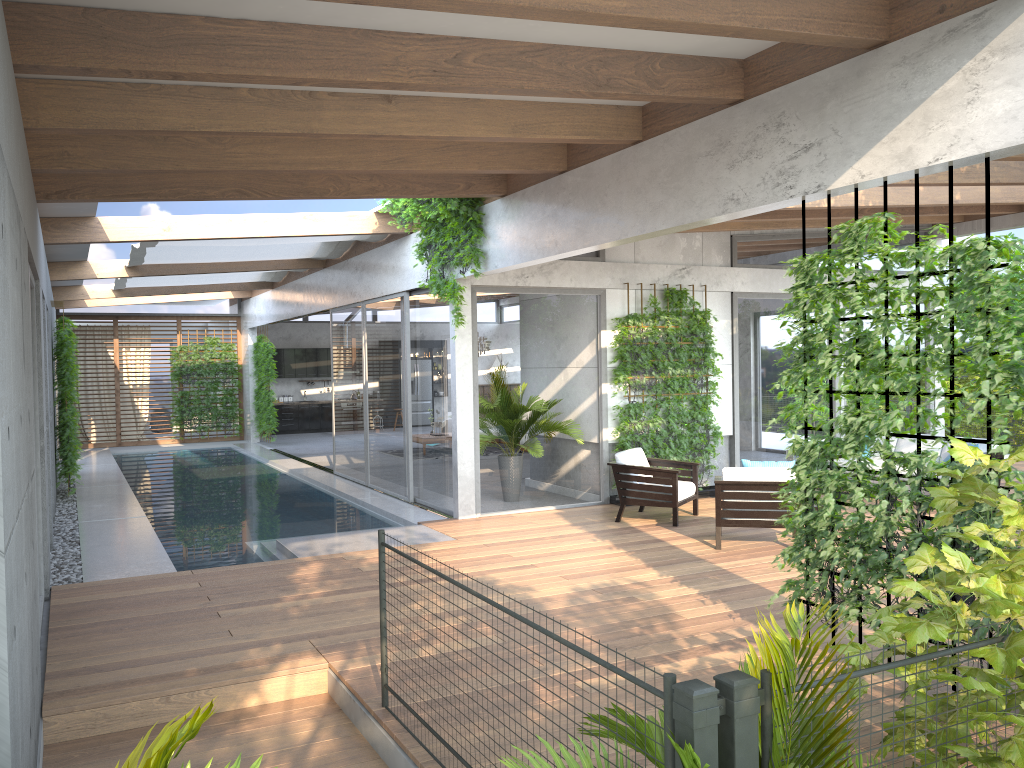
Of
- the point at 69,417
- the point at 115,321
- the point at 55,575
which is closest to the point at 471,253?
the point at 55,575

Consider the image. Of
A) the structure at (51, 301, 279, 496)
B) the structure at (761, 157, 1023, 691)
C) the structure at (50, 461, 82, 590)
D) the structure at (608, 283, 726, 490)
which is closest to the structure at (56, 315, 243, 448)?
the structure at (51, 301, 279, 496)

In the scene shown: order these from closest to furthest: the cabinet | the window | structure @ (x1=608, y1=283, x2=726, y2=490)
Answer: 1. the window
2. structure @ (x1=608, y1=283, x2=726, y2=490)
3. the cabinet

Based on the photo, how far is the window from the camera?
10.3 meters

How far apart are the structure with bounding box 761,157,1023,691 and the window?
5.0m

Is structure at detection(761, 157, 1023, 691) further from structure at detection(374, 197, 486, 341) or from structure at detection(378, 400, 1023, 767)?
structure at detection(374, 197, 486, 341)

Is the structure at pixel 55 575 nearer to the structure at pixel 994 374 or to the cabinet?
the structure at pixel 994 374

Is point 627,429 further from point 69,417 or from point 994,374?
point 69,417

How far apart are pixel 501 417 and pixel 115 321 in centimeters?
1404cm

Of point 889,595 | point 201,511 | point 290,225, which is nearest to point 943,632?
point 889,595
